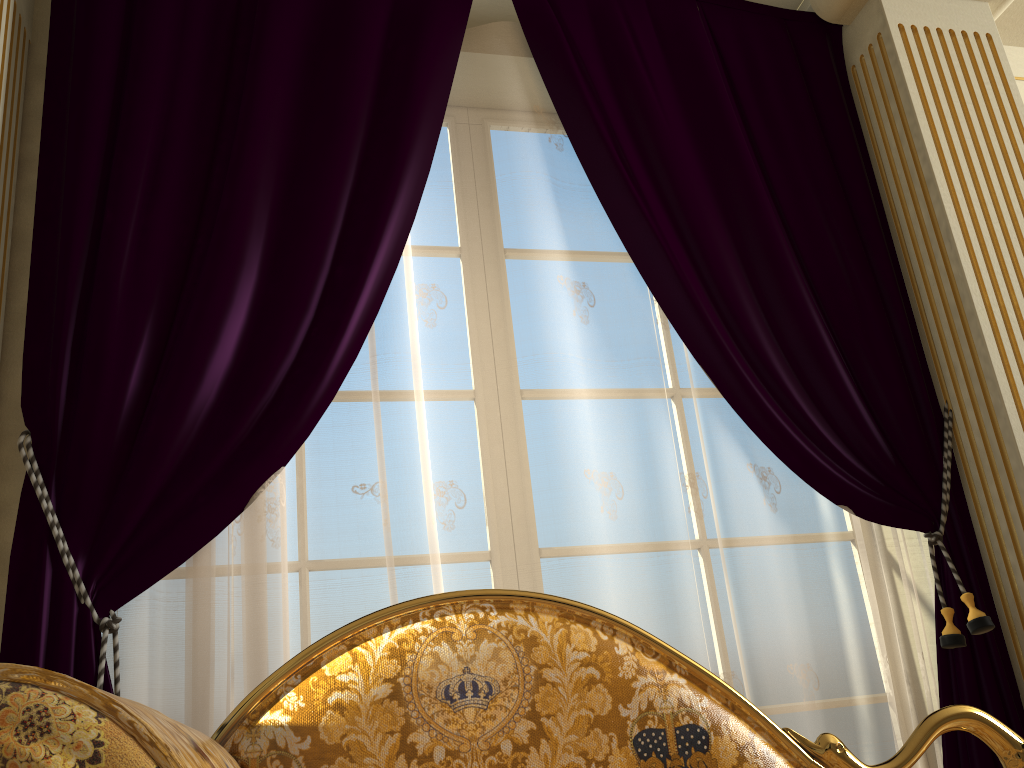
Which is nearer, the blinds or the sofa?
Answer: the sofa

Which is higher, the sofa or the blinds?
the blinds

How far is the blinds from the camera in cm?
174

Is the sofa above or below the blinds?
below

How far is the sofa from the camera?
0.5 meters

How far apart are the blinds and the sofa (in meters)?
0.59

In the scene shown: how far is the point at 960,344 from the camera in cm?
221

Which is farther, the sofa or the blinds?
the blinds

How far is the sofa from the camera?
0.5m

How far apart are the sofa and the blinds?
0.59m
